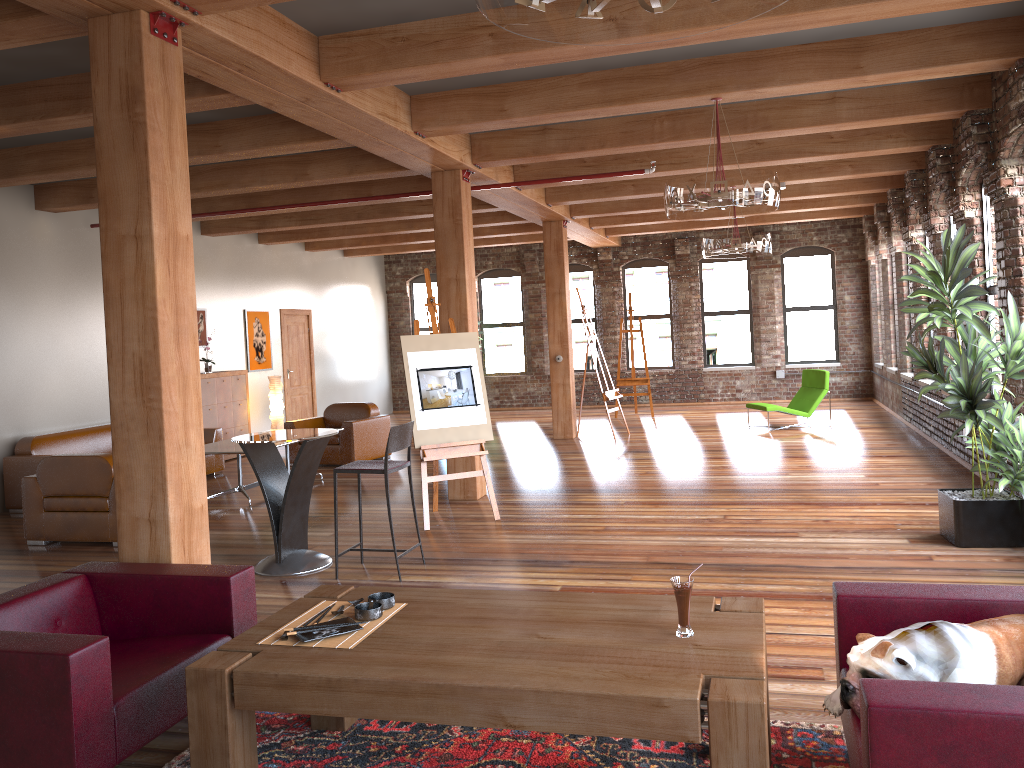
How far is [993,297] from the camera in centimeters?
805cm

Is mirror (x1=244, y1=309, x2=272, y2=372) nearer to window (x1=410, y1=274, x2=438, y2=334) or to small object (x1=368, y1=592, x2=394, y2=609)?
window (x1=410, y1=274, x2=438, y2=334)

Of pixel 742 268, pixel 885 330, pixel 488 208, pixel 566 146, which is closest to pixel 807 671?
pixel 566 146

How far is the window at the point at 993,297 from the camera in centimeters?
805cm

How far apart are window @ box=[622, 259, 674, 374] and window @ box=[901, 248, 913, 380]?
5.6m

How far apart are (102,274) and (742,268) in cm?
1407

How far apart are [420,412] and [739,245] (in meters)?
4.66

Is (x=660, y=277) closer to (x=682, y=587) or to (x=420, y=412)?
(x=420, y=412)

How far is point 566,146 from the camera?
7.8 meters

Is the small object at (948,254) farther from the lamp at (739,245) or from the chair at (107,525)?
the chair at (107,525)
